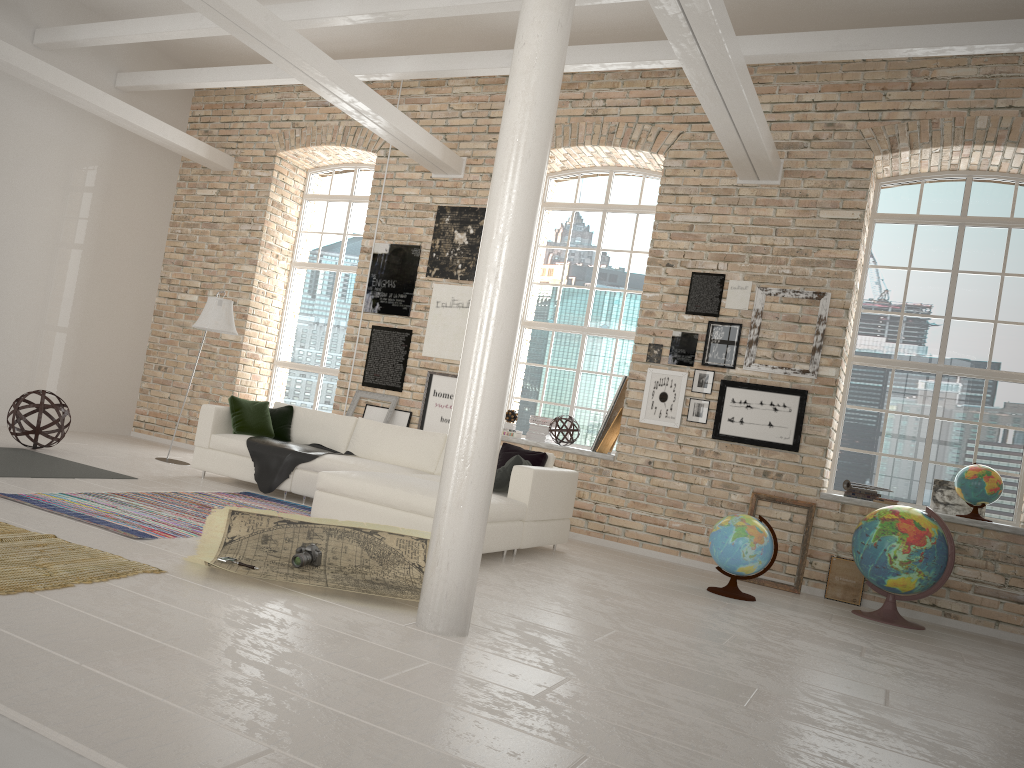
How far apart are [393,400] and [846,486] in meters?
4.4 m

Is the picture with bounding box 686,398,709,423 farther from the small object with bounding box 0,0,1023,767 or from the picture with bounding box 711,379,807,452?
the small object with bounding box 0,0,1023,767

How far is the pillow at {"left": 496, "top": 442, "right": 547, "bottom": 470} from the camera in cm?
714

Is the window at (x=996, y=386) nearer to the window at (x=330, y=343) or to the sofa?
the sofa

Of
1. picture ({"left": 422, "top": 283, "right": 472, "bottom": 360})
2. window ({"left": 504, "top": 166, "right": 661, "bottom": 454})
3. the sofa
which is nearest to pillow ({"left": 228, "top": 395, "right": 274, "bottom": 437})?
the sofa

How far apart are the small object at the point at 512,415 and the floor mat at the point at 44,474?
3.9m

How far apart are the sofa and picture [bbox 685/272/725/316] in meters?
2.1 m

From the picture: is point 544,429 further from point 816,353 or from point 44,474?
point 44,474

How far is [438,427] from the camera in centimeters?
919cm

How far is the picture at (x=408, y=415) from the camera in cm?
937
